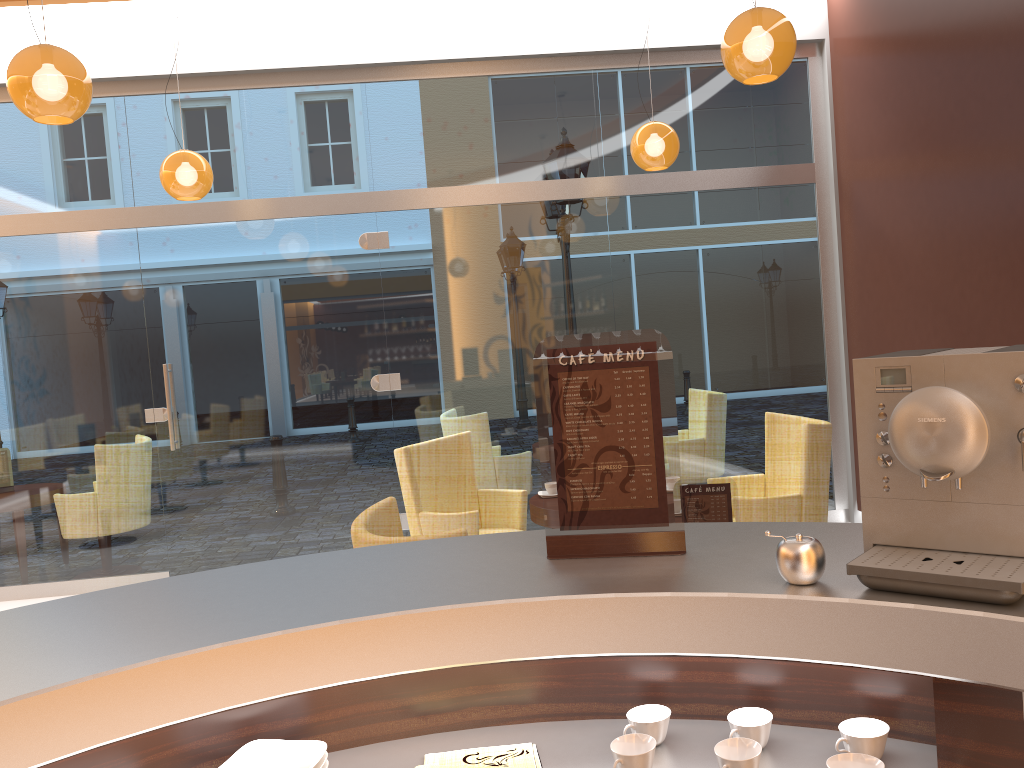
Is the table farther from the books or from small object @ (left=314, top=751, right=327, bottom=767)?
small object @ (left=314, top=751, right=327, bottom=767)

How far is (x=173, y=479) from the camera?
6.2m

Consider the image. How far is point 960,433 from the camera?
1.2 meters

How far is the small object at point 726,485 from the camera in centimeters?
292cm

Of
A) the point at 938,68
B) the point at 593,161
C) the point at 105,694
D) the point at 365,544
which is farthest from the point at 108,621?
the point at 593,161

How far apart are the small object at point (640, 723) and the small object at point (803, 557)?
0.3m

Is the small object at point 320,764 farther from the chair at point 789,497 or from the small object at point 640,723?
the chair at point 789,497

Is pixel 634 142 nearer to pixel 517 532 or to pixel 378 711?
pixel 517 532

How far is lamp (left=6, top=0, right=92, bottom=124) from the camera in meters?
3.3 m

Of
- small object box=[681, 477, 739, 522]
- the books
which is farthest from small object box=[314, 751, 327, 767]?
small object box=[681, 477, 739, 522]
